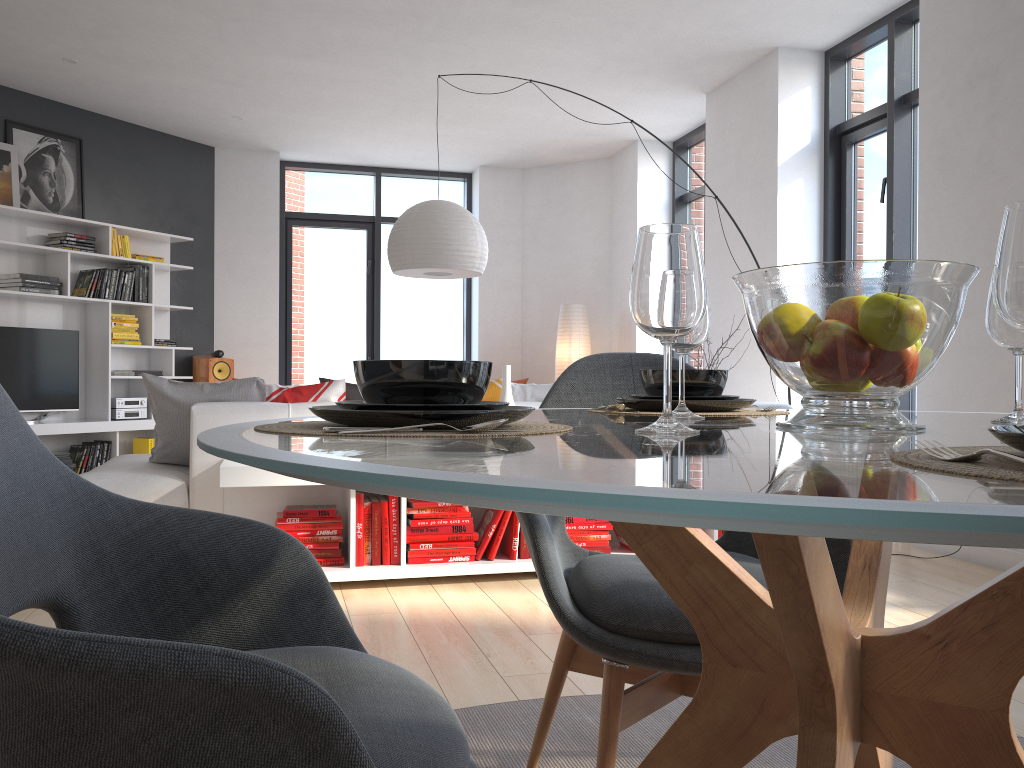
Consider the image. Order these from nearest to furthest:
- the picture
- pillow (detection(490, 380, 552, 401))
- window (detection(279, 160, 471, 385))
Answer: pillow (detection(490, 380, 552, 401))
the picture
window (detection(279, 160, 471, 385))

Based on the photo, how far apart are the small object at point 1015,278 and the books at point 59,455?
7.0 meters

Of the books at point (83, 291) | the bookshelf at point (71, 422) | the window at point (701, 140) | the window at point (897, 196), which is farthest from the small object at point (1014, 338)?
the books at point (83, 291)

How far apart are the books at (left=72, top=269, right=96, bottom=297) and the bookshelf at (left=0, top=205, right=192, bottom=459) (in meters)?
0.06

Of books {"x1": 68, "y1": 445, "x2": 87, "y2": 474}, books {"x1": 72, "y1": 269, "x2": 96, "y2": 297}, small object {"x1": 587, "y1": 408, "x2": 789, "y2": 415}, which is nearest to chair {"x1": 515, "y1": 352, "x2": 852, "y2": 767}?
small object {"x1": 587, "y1": 408, "x2": 789, "y2": 415}

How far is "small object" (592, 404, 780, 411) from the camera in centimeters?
151cm

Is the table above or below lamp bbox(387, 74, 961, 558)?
below

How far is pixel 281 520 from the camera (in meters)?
3.54

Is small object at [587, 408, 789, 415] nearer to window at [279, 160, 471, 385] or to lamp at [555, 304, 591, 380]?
lamp at [555, 304, 591, 380]

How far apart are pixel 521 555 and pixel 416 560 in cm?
44
